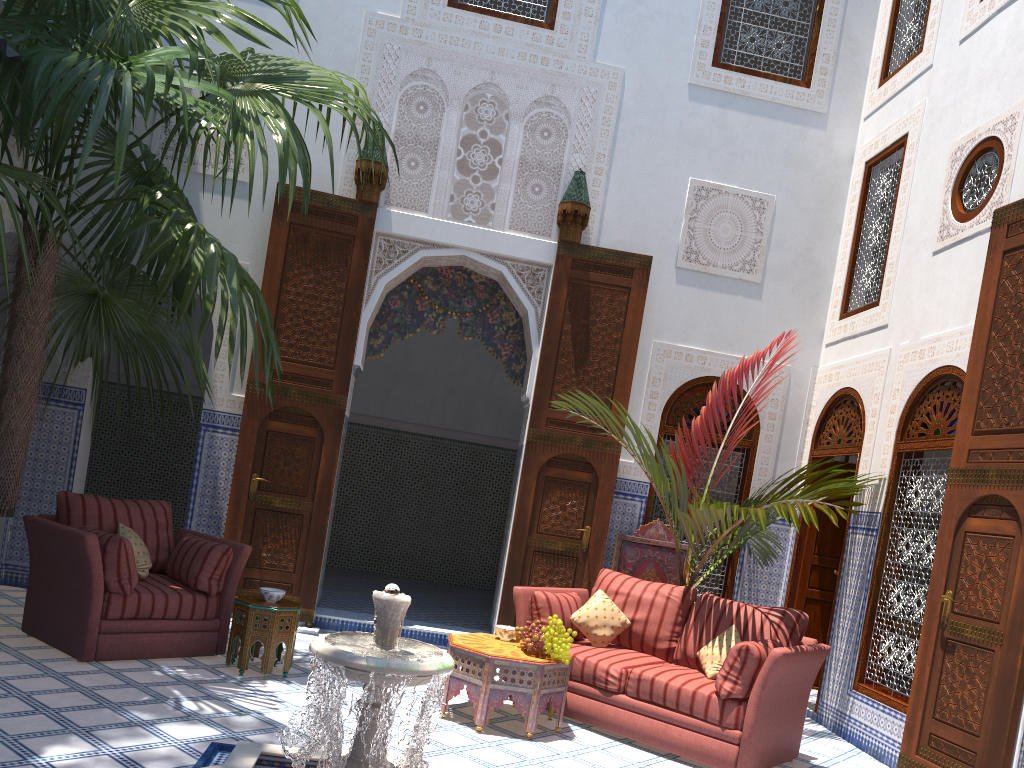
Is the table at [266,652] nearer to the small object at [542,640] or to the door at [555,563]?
the small object at [542,640]

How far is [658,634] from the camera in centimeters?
404cm

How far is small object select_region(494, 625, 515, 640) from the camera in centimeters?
381cm

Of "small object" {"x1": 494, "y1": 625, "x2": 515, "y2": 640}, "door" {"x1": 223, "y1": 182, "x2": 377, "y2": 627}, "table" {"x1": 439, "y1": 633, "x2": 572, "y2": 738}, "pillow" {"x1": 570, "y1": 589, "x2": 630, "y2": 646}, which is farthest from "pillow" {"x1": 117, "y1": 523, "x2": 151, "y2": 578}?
"pillow" {"x1": 570, "y1": 589, "x2": 630, "y2": 646}

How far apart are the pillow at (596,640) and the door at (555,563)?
1.05m

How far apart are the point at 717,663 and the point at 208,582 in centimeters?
225cm

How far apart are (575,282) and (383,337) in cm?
127

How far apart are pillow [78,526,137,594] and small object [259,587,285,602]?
0.53m

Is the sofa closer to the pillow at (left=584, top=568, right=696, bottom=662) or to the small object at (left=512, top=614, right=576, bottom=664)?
the pillow at (left=584, top=568, right=696, bottom=662)

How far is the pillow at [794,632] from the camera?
Answer: 3.76m
